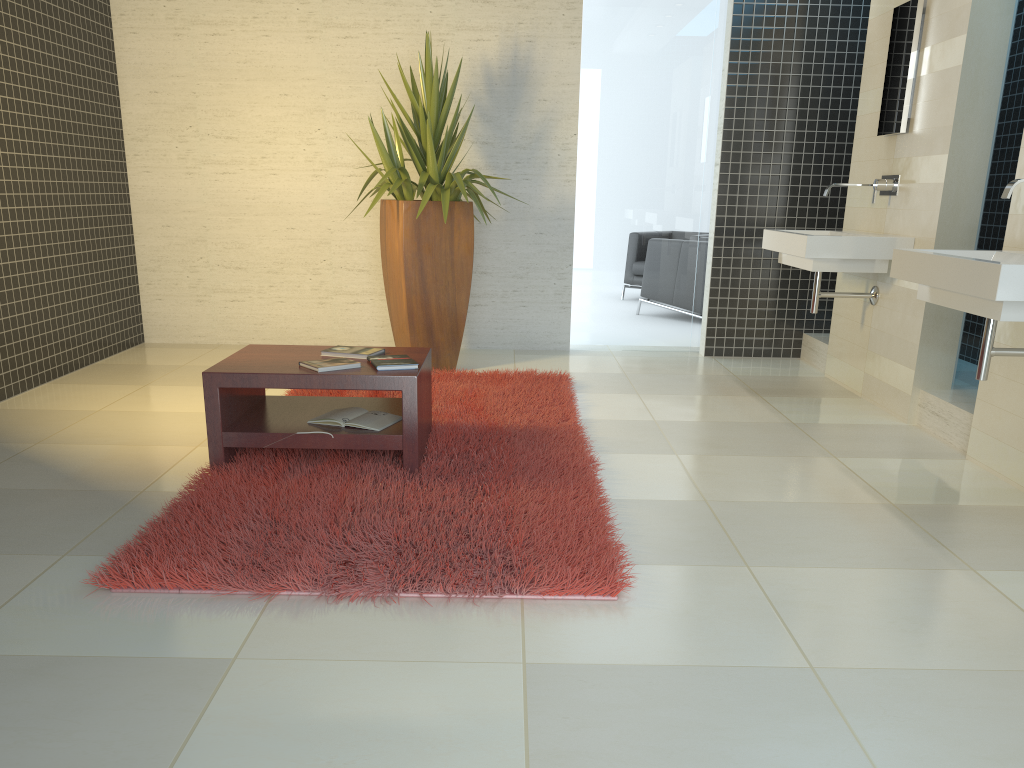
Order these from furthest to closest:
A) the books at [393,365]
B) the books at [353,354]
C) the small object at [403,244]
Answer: the small object at [403,244] → the books at [353,354] → the books at [393,365]

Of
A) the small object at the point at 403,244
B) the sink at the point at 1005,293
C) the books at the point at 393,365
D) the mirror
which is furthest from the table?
the mirror

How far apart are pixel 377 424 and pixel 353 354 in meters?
0.4

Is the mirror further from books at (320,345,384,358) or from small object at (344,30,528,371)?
books at (320,345,384,358)

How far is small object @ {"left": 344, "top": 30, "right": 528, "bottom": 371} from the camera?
5.5m

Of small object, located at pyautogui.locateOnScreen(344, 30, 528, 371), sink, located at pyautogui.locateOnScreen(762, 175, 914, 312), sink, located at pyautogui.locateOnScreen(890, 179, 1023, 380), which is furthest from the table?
sink, located at pyautogui.locateOnScreen(762, 175, 914, 312)

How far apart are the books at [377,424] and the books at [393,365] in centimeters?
24cm

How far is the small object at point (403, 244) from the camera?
5.53m

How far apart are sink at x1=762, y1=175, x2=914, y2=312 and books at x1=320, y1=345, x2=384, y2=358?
2.4m

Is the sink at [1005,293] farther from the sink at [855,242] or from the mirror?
the mirror
